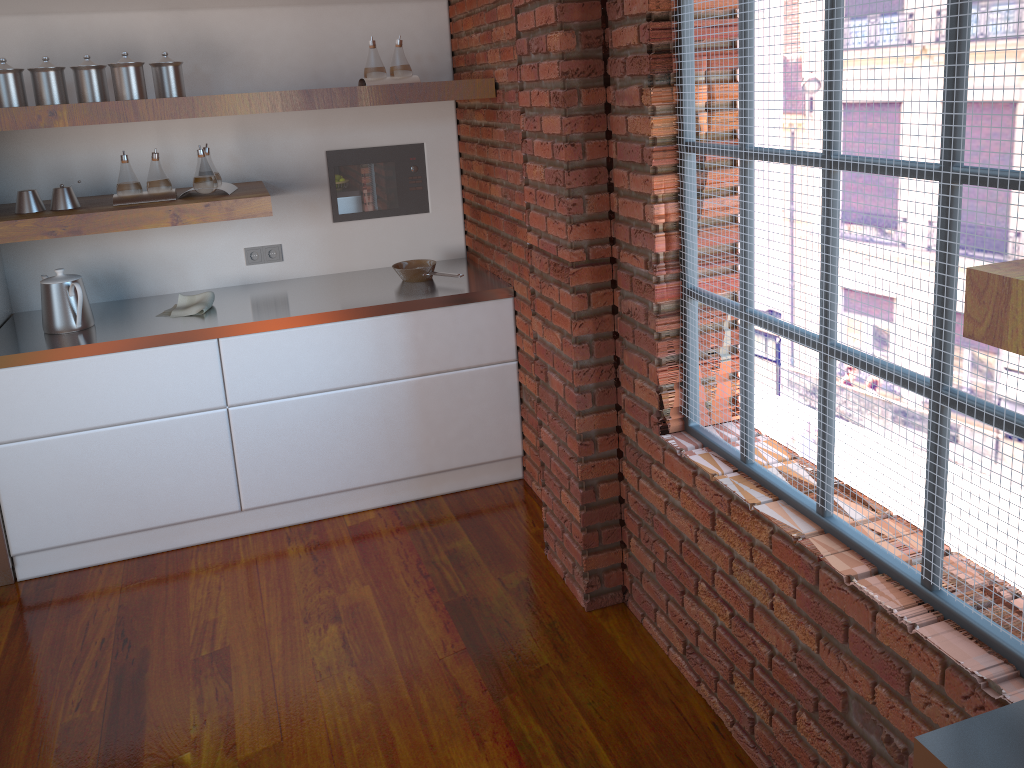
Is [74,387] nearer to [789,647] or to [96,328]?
[96,328]

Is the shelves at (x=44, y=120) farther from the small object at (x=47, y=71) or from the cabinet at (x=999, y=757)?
the cabinet at (x=999, y=757)

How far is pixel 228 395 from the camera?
3.38m

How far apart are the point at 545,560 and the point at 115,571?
1.7 meters

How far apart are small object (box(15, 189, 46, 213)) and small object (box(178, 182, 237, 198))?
0.6 meters

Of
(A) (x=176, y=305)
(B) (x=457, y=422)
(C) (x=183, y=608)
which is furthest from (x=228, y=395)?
(B) (x=457, y=422)

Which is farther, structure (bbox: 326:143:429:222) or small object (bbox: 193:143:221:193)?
structure (bbox: 326:143:429:222)

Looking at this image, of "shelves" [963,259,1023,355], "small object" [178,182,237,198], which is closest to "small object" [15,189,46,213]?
"small object" [178,182,237,198]

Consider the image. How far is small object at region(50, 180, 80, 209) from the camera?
3.24m

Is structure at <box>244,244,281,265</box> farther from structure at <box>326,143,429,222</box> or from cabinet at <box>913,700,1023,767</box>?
cabinet at <box>913,700,1023,767</box>
